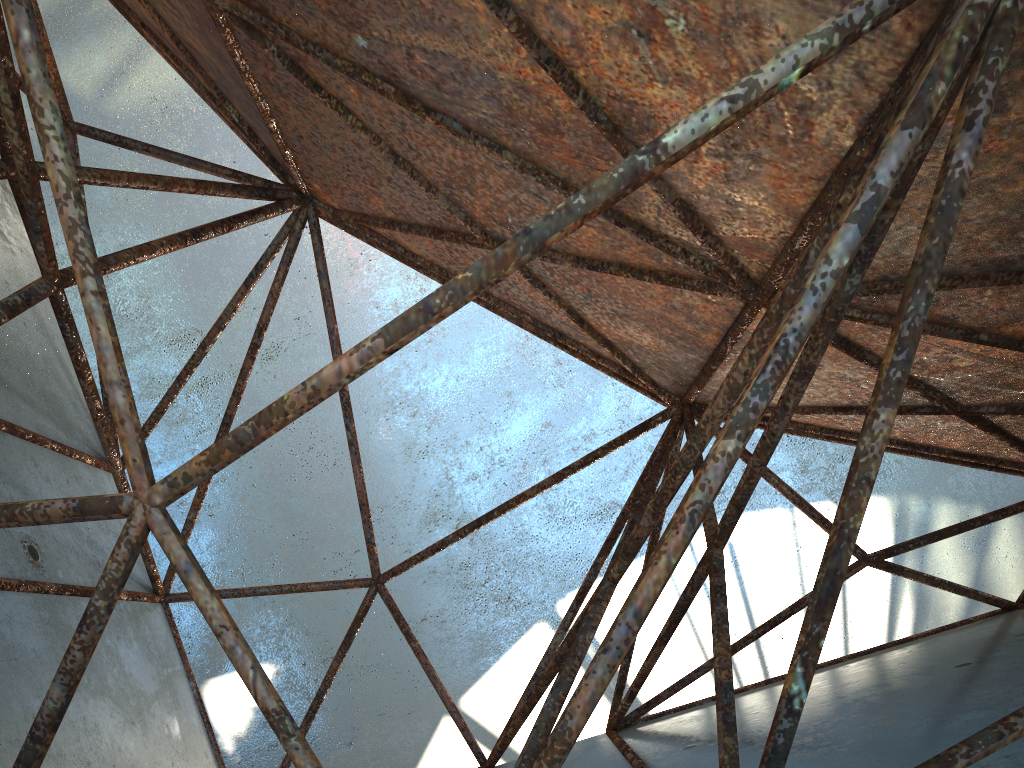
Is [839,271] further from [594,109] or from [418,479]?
[418,479]
